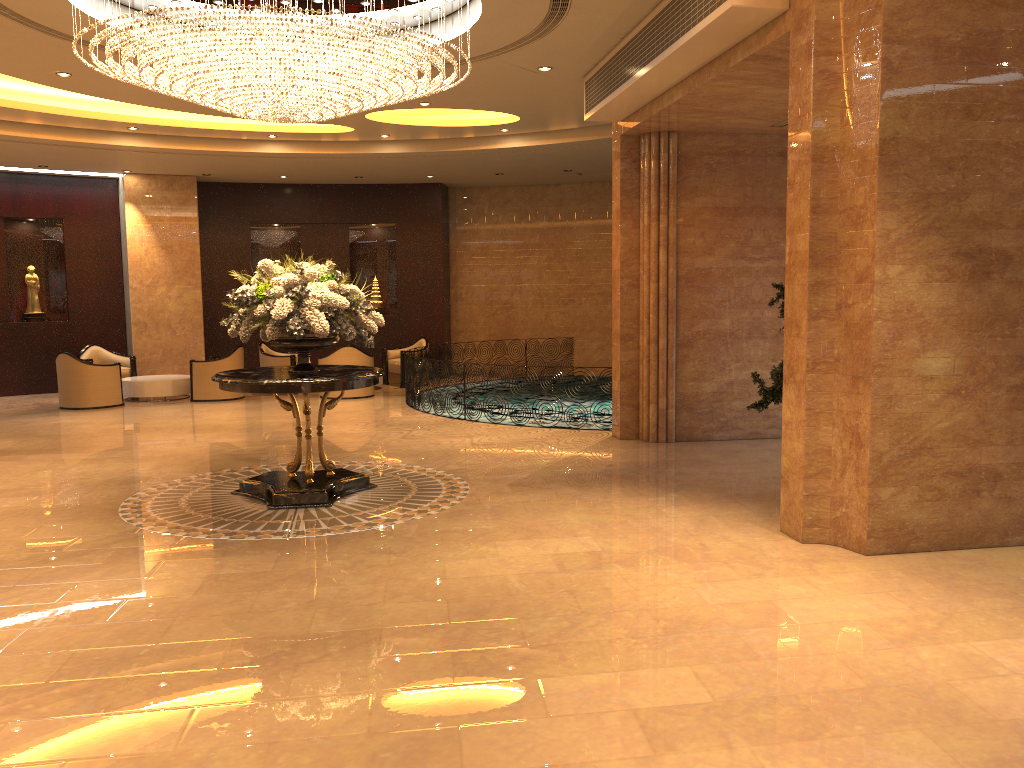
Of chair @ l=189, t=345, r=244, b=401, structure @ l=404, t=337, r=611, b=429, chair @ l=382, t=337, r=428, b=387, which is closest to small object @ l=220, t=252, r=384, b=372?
structure @ l=404, t=337, r=611, b=429

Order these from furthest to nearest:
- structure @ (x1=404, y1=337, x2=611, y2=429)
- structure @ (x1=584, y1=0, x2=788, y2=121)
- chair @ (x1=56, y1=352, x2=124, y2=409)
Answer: chair @ (x1=56, y1=352, x2=124, y2=409) → structure @ (x1=404, y1=337, x2=611, y2=429) → structure @ (x1=584, y1=0, x2=788, y2=121)

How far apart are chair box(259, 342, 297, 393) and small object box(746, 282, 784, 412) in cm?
997

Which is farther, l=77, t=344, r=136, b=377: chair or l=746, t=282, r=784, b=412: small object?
l=77, t=344, r=136, b=377: chair

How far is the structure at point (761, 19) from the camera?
6.4 meters

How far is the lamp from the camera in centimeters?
665cm

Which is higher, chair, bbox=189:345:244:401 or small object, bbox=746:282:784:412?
small object, bbox=746:282:784:412

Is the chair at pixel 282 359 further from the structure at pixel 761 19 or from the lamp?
the structure at pixel 761 19

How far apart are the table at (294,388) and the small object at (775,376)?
3.24m

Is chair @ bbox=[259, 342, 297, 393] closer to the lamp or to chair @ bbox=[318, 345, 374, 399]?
chair @ bbox=[318, 345, 374, 399]
